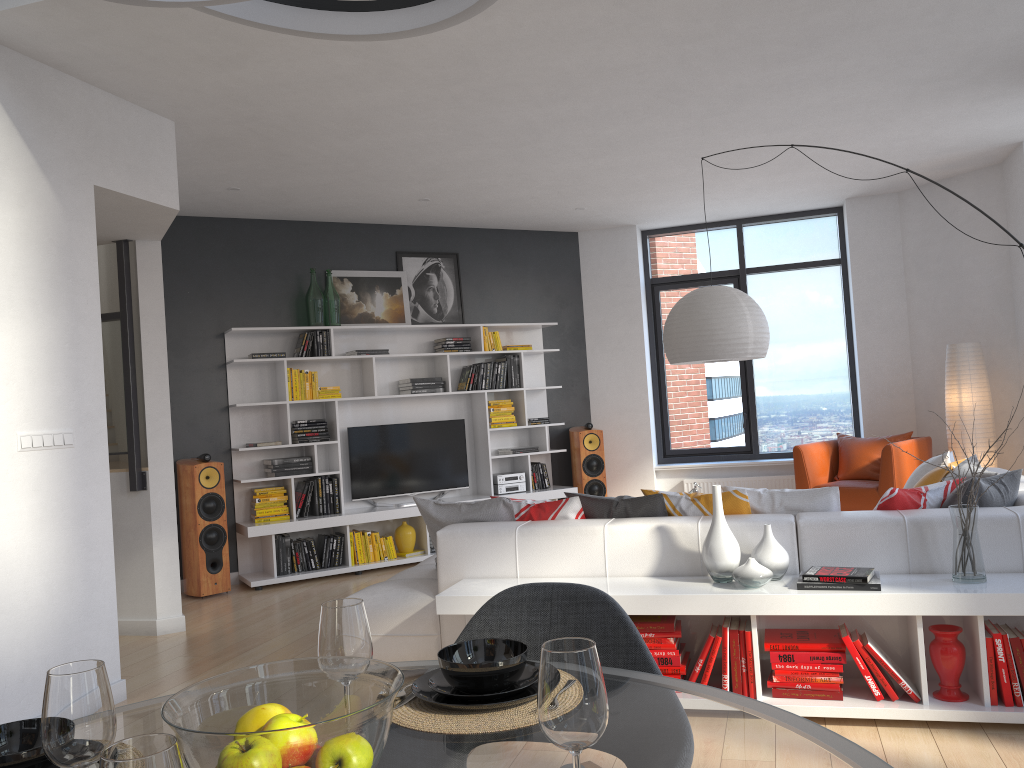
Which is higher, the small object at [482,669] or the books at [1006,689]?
the small object at [482,669]

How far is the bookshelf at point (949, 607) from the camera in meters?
3.2 m

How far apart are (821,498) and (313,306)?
4.7 meters

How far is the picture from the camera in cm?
774

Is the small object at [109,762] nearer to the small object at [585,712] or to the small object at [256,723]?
the small object at [256,723]

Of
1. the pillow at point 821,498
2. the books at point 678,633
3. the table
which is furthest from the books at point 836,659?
the table

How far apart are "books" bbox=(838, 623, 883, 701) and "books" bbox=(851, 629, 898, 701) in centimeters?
2cm

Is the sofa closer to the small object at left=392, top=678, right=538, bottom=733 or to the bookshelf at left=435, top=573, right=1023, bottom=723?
the bookshelf at left=435, top=573, right=1023, bottom=723

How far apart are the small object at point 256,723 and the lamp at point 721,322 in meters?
4.0 m

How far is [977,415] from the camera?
7.0m
